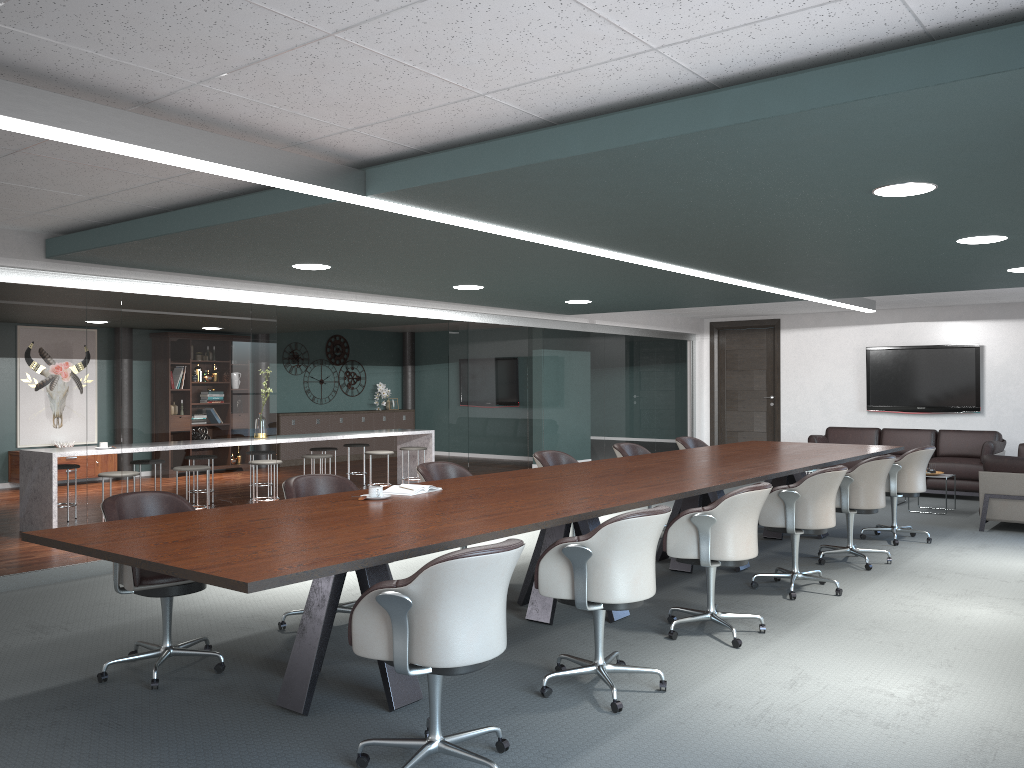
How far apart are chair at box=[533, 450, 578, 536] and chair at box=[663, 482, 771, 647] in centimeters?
189cm

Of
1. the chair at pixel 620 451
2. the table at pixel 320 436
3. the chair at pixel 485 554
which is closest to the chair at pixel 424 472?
the chair at pixel 620 451

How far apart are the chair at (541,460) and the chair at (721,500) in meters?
1.9

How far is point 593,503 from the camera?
4.01m

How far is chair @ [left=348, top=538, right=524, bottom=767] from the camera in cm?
261

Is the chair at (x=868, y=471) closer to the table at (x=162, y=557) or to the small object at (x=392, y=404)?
the table at (x=162, y=557)

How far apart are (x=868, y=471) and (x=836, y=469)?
1.0m

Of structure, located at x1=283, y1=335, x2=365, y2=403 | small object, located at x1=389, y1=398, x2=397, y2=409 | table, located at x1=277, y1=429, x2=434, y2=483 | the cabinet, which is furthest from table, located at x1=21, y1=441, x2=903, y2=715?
small object, located at x1=389, y1=398, x2=397, y2=409

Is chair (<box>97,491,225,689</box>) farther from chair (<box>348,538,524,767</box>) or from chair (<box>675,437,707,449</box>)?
chair (<box>675,437,707,449</box>)

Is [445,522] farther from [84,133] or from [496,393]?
[496,393]
